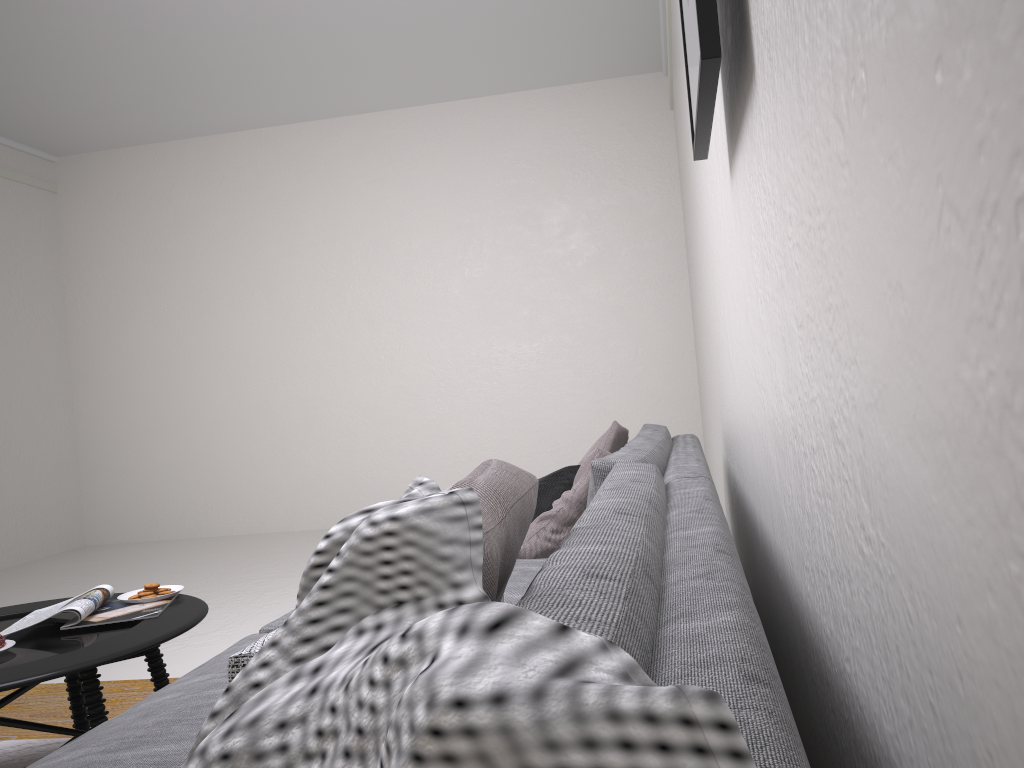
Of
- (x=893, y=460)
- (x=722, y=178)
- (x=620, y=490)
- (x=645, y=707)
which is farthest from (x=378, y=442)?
(x=645, y=707)

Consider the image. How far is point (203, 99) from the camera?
6.4m

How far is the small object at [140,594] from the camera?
2.4 meters

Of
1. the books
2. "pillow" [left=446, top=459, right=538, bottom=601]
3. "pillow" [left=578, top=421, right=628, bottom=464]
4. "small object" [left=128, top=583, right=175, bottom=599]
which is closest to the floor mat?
the books

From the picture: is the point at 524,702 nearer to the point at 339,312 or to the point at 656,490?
the point at 656,490

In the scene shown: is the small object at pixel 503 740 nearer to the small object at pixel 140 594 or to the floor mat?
the small object at pixel 140 594

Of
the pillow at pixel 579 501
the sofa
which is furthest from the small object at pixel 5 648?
the pillow at pixel 579 501

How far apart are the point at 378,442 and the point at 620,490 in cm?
570

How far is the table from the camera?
1.82m

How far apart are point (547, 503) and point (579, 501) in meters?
0.2
